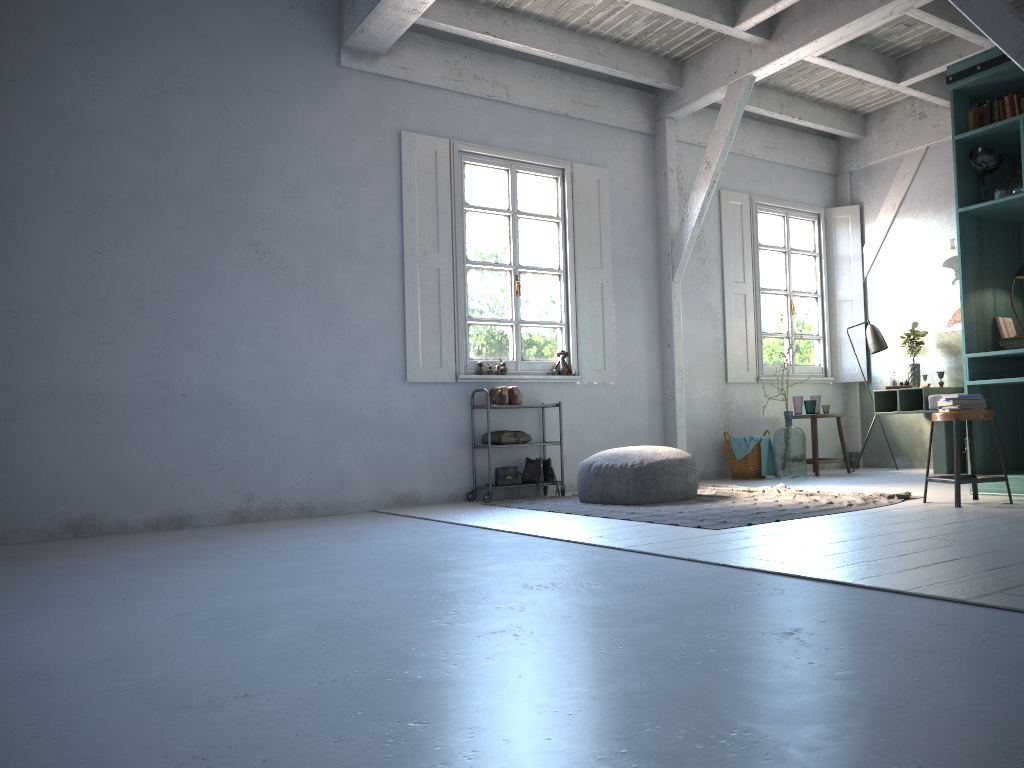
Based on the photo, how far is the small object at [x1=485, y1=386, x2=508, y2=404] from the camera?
8.0 meters

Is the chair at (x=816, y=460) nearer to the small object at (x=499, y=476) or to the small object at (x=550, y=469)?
the small object at (x=550, y=469)

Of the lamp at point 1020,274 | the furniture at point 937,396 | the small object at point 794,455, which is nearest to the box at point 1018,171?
the lamp at point 1020,274

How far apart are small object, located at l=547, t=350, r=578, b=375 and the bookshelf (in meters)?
3.56

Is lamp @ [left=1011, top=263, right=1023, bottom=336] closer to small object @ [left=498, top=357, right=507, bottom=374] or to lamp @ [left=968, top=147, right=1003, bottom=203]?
lamp @ [left=968, top=147, right=1003, bottom=203]

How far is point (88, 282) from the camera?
6.8 meters

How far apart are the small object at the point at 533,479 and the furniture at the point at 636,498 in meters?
1.0 m

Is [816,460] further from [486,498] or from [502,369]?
[486,498]

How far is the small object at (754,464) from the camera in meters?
9.2

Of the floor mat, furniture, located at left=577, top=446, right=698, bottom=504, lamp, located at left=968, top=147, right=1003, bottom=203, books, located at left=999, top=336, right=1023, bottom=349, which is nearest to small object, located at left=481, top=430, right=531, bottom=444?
the floor mat
